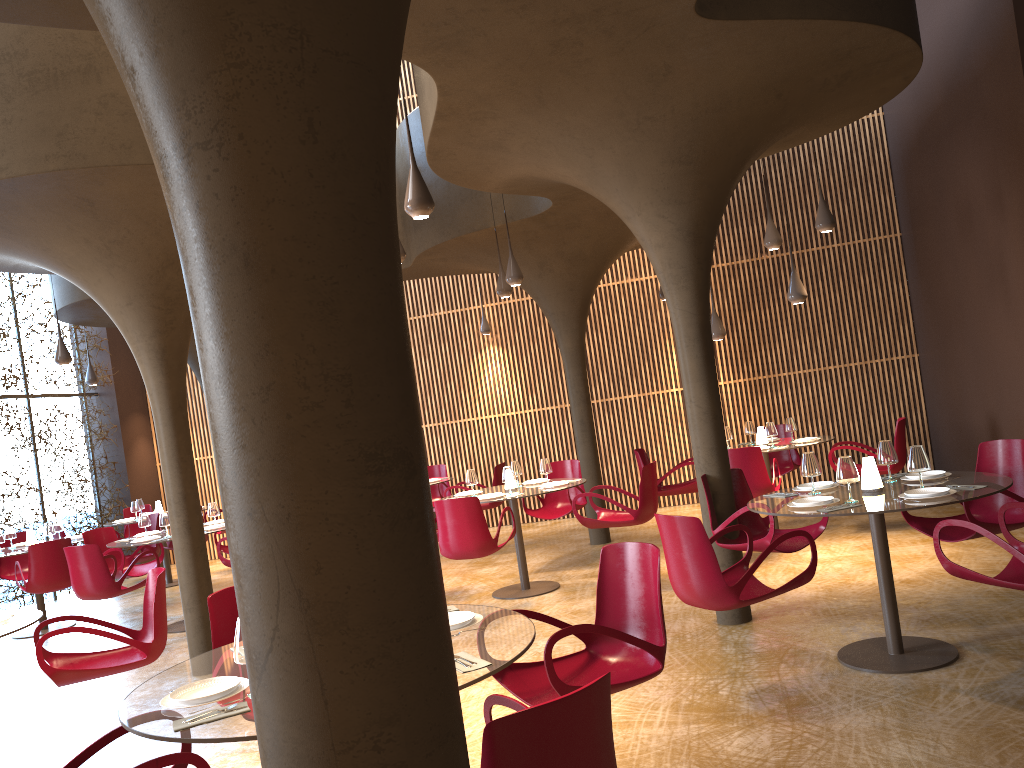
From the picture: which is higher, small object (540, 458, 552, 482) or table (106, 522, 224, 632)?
small object (540, 458, 552, 482)

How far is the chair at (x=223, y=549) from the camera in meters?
11.5

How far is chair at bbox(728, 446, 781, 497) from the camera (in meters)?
9.32

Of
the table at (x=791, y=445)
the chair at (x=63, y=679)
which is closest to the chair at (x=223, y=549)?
the chair at (x=63, y=679)

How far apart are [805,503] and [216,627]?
3.66m

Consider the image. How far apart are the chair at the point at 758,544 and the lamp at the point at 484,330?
8.1m

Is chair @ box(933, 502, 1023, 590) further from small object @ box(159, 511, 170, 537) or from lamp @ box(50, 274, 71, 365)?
lamp @ box(50, 274, 71, 365)

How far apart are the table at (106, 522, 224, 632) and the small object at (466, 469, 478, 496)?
3.9m

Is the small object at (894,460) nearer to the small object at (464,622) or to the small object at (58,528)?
the small object at (464,622)

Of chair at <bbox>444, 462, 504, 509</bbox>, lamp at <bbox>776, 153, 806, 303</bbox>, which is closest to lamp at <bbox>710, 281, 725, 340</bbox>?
lamp at <bbox>776, 153, 806, 303</bbox>
